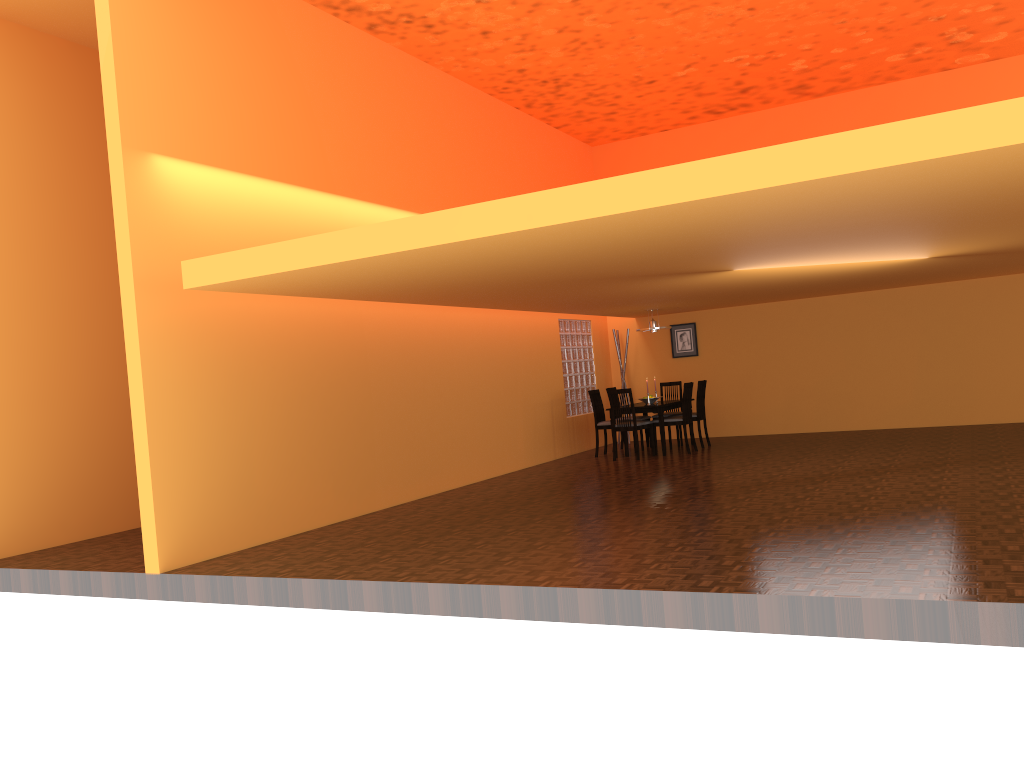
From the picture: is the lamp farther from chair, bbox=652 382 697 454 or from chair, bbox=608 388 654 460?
chair, bbox=608 388 654 460

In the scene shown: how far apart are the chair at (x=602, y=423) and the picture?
1.9m

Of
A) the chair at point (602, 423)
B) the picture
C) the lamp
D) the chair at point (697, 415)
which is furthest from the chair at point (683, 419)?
the picture

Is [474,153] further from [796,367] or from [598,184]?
[598,184]

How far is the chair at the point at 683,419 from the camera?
10.0 meters

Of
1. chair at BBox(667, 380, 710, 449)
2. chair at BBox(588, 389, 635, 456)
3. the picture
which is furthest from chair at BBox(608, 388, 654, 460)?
the picture

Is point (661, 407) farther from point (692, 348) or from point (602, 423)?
point (692, 348)

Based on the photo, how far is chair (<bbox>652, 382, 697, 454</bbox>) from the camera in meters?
10.0

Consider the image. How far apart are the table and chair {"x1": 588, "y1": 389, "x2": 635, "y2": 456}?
0.4m

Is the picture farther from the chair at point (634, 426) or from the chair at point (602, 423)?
the chair at point (634, 426)
